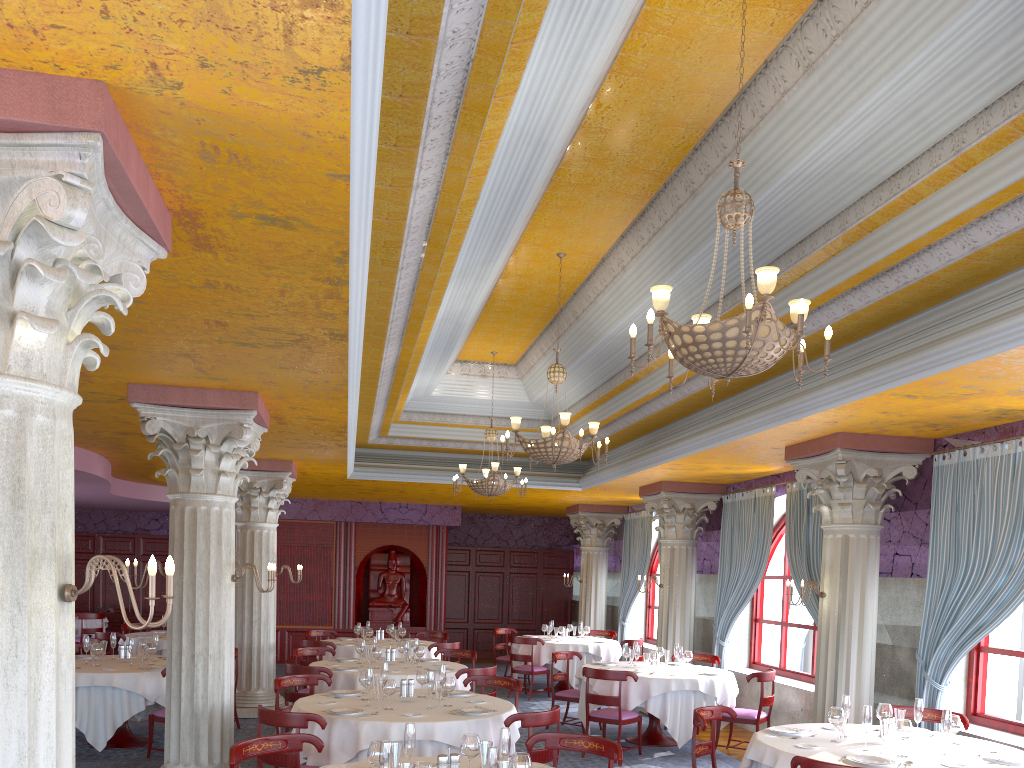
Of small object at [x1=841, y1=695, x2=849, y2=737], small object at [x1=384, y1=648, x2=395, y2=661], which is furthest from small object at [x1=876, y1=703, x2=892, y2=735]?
small object at [x1=384, y1=648, x2=395, y2=661]

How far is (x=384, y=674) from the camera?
7.62m

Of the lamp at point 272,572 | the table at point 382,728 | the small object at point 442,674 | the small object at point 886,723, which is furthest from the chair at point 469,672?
the small object at point 886,723

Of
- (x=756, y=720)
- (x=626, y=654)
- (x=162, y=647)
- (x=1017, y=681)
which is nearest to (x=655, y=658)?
(x=626, y=654)

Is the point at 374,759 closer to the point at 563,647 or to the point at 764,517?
the point at 764,517

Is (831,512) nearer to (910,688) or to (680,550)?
(910,688)

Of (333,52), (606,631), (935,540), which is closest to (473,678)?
(935,540)

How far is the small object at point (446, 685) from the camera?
7.19m

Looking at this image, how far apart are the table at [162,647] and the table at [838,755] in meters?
9.5

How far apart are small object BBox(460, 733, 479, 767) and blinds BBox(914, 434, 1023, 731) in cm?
510
